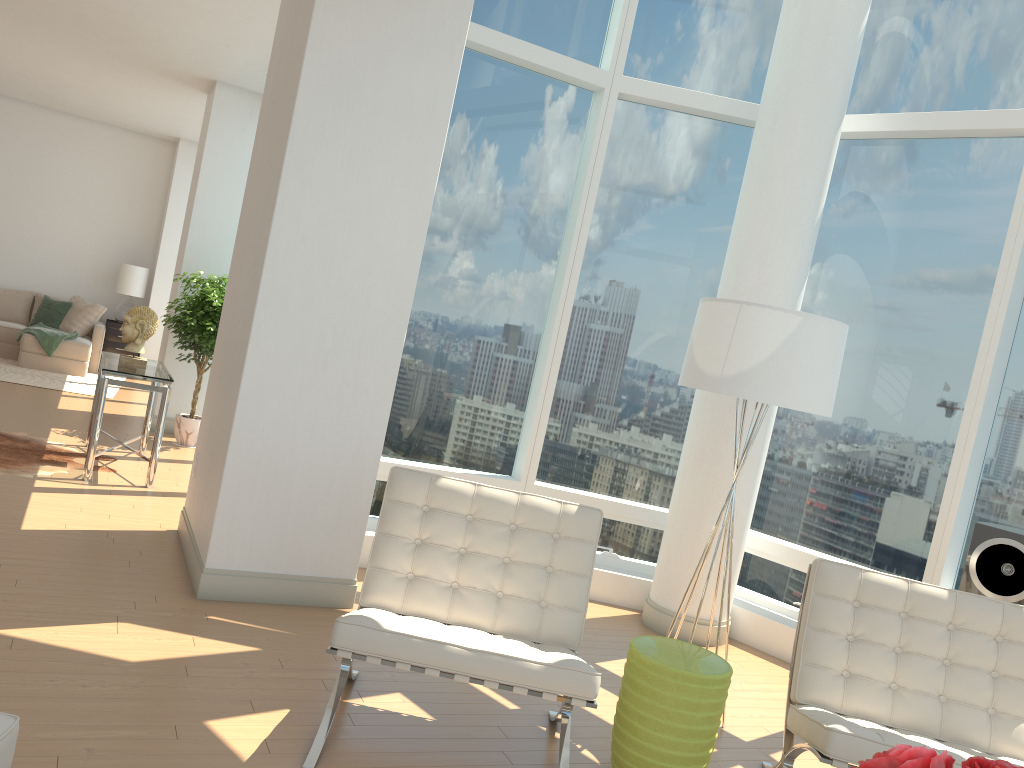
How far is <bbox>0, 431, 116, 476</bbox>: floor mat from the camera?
6.1m

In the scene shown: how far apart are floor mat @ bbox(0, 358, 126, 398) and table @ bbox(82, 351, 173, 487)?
3.3 meters

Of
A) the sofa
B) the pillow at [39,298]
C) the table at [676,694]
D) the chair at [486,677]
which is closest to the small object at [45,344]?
the sofa

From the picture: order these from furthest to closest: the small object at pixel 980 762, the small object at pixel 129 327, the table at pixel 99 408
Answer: the small object at pixel 129 327
the table at pixel 99 408
the small object at pixel 980 762

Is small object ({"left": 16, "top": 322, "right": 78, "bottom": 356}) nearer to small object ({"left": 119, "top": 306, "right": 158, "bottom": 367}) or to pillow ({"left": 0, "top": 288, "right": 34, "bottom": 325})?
pillow ({"left": 0, "top": 288, "right": 34, "bottom": 325})

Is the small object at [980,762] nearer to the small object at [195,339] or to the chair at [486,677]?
the chair at [486,677]

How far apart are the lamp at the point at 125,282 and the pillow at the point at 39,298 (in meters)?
1.01

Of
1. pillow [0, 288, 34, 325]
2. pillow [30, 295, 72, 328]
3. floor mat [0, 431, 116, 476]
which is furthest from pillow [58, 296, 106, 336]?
floor mat [0, 431, 116, 476]

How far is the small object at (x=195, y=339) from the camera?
7.8m

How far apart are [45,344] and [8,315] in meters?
1.4 m
